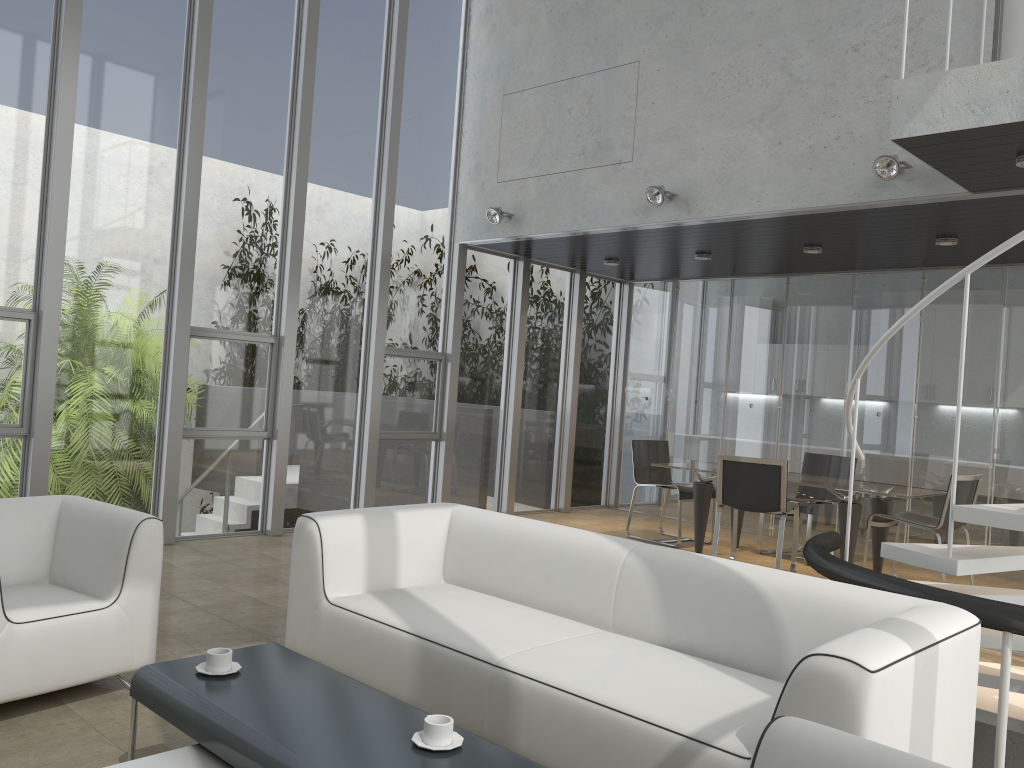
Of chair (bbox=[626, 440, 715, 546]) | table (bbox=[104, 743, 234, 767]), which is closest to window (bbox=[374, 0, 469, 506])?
chair (bbox=[626, 440, 715, 546])

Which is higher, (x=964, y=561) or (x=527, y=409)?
(x=527, y=409)

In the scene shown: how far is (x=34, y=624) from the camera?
3.21m

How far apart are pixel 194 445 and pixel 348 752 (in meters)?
5.05

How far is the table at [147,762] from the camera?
2.31m

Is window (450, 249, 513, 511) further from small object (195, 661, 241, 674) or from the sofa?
small object (195, 661, 241, 674)

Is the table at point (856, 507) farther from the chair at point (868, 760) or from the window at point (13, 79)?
the chair at point (868, 760)

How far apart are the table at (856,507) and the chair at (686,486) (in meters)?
0.20

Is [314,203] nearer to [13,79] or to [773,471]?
[13,79]

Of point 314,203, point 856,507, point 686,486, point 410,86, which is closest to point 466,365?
point 314,203
